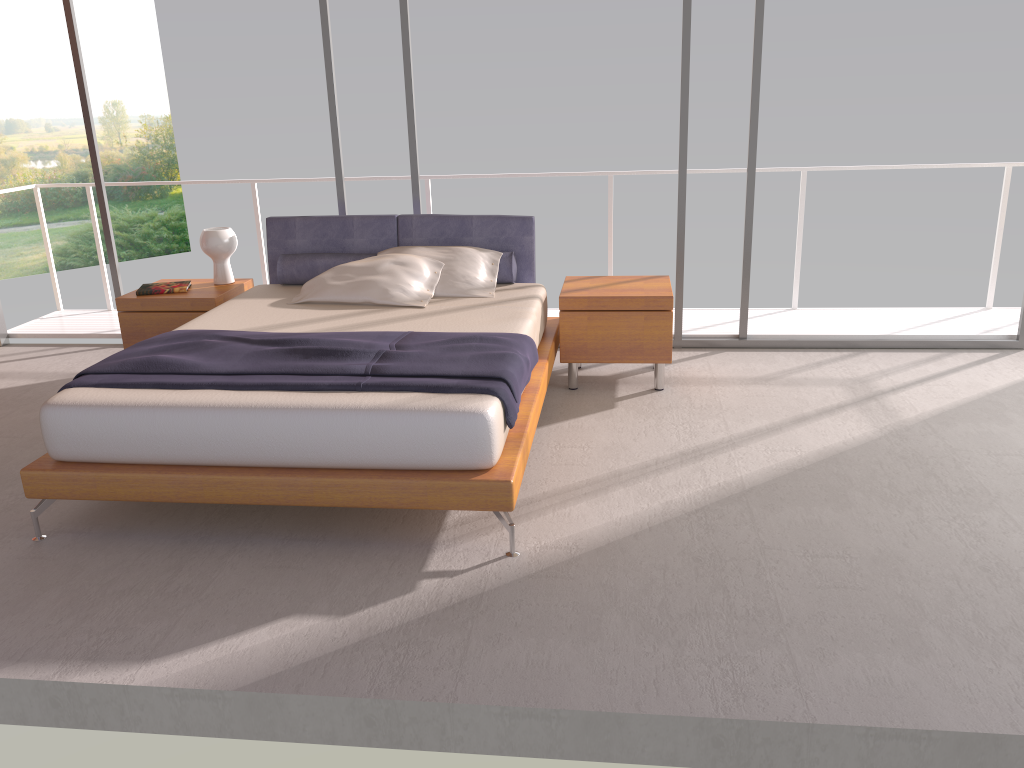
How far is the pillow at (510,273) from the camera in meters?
5.2

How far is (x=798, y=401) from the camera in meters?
4.8

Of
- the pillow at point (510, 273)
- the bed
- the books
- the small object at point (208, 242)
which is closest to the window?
the bed

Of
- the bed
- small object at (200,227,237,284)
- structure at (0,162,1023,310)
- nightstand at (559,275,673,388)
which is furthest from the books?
nightstand at (559,275,673,388)

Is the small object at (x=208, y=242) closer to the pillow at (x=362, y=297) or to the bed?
the bed

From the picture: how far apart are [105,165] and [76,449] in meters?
21.8

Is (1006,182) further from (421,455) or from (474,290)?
(421,455)

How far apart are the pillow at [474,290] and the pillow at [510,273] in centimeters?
3cm

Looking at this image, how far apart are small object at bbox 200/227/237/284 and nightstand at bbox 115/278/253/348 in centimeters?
4cm

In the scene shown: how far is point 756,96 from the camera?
5.4 meters
